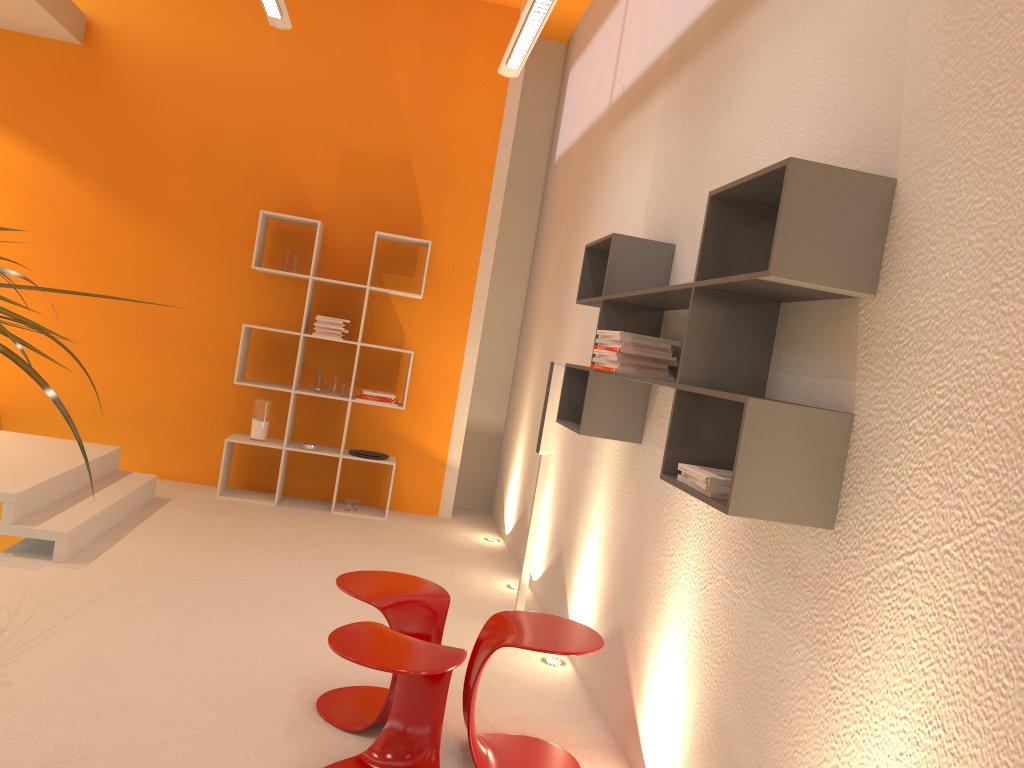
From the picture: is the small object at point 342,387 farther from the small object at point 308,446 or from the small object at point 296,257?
the small object at point 296,257

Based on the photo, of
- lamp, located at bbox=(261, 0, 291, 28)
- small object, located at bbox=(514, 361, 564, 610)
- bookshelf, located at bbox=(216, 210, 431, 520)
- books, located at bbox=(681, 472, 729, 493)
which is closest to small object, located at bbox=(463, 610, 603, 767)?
books, located at bbox=(681, 472, 729, 493)

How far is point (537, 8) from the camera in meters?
3.8 m

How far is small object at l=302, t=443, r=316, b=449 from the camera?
6.22m

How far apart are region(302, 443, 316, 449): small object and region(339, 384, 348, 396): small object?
0.43m

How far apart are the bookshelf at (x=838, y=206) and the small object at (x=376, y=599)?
0.8 meters

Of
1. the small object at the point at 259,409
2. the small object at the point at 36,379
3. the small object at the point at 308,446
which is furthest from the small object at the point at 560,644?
the small object at the point at 259,409

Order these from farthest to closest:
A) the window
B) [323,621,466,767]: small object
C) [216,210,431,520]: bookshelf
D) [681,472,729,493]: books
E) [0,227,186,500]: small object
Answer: the window → [216,210,431,520]: bookshelf → [323,621,466,767]: small object → [681,472,729,493]: books → [0,227,186,500]: small object

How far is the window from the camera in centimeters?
624cm

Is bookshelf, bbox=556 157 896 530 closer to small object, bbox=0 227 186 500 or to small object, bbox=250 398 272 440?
small object, bbox=0 227 186 500
